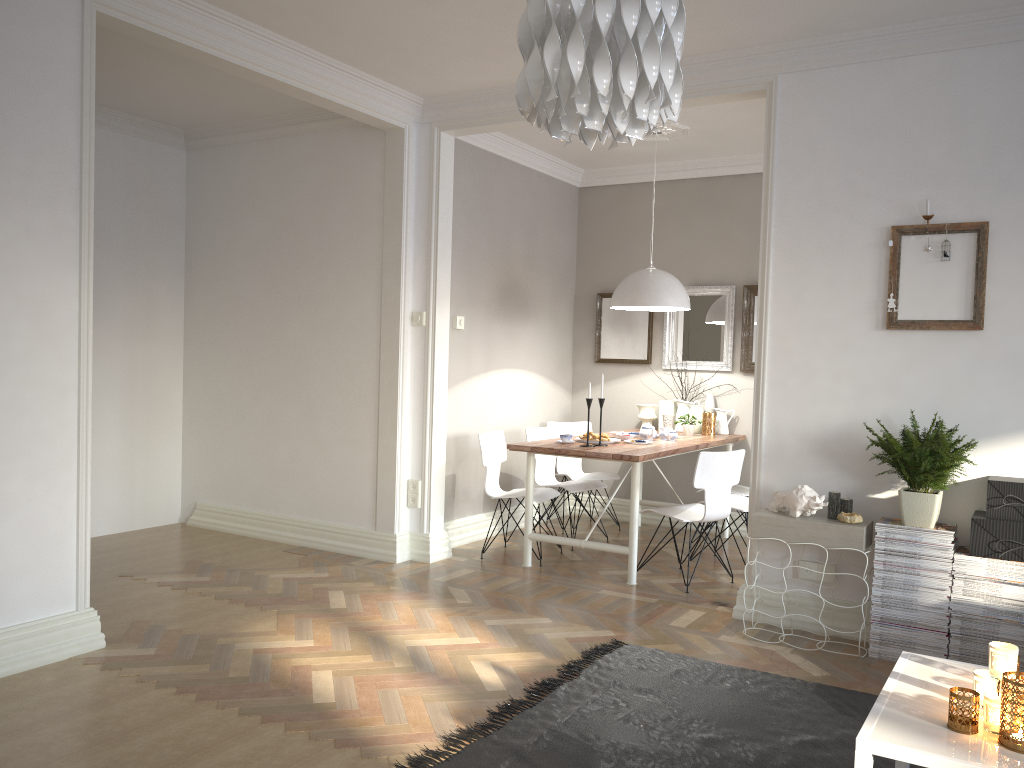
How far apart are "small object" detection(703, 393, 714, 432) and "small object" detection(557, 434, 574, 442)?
1.6 meters

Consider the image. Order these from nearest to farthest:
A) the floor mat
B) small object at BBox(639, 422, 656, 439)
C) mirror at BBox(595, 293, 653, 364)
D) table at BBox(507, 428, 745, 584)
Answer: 1. the floor mat
2. table at BBox(507, 428, 745, 584)
3. small object at BBox(639, 422, 656, 439)
4. mirror at BBox(595, 293, 653, 364)

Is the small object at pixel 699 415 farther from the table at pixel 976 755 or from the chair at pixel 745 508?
the table at pixel 976 755

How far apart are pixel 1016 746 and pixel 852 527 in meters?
2.1 m

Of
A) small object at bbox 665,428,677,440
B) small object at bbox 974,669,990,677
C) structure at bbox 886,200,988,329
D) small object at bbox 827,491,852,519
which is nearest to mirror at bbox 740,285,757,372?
small object at bbox 665,428,677,440

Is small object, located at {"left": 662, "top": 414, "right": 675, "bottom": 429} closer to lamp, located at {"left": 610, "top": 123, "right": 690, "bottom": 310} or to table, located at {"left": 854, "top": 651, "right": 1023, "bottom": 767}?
lamp, located at {"left": 610, "top": 123, "right": 690, "bottom": 310}

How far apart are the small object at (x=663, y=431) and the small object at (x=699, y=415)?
0.66m

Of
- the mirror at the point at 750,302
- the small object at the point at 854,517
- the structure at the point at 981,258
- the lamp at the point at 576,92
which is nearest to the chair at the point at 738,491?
the mirror at the point at 750,302

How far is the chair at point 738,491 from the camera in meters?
6.1

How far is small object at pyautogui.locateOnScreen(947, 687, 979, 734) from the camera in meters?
1.8
